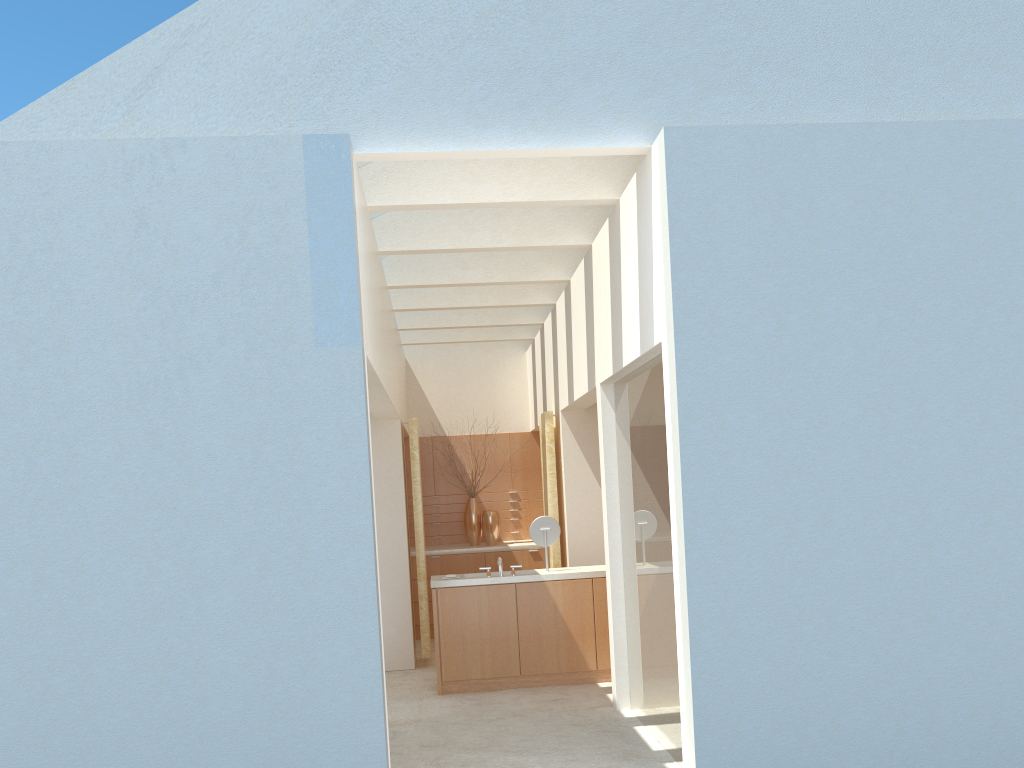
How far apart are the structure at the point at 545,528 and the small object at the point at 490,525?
6.9 meters

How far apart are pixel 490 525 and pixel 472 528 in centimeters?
60cm

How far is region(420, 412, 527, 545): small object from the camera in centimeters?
2486cm

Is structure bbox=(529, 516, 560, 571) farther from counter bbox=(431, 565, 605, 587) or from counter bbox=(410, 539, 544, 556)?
counter bbox=(410, 539, 544, 556)

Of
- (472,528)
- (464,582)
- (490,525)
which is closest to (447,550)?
(472,528)

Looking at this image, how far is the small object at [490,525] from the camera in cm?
2459

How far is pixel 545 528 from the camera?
17.8 meters

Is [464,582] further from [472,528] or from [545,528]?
[472,528]

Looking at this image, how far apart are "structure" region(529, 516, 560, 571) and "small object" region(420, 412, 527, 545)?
7.3 meters

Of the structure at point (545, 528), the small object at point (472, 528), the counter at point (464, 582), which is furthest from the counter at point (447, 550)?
the structure at point (545, 528)
